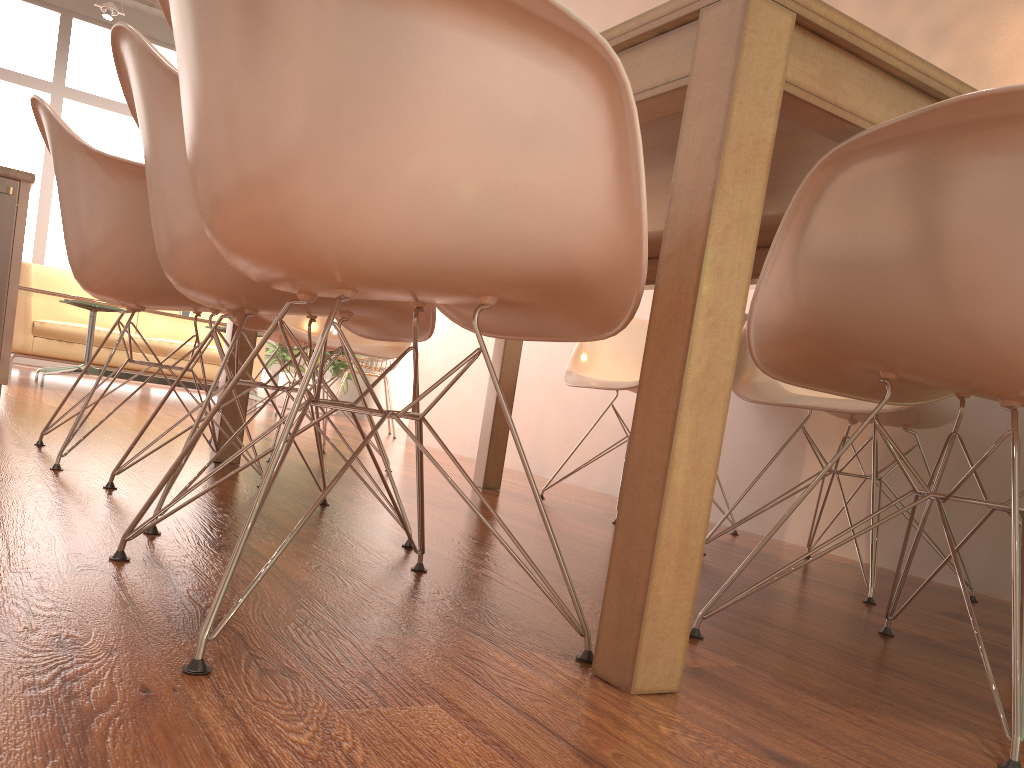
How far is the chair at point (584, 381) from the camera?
3.0 meters

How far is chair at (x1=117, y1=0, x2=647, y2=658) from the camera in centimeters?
91cm

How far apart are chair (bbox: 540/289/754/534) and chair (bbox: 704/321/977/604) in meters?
0.4

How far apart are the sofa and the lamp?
2.2 meters

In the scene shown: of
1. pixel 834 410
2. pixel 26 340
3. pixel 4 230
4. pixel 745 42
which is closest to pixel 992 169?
pixel 745 42

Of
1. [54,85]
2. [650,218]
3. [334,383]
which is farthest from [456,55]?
[54,85]

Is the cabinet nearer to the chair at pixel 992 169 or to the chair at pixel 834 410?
the chair at pixel 834 410

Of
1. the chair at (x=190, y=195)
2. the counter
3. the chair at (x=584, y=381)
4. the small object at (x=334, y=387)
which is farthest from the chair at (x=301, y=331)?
the small object at (x=334, y=387)

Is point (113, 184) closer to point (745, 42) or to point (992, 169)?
point (745, 42)

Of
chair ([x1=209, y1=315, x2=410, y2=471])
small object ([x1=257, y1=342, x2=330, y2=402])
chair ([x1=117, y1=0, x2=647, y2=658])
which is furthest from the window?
chair ([x1=117, y1=0, x2=647, y2=658])
